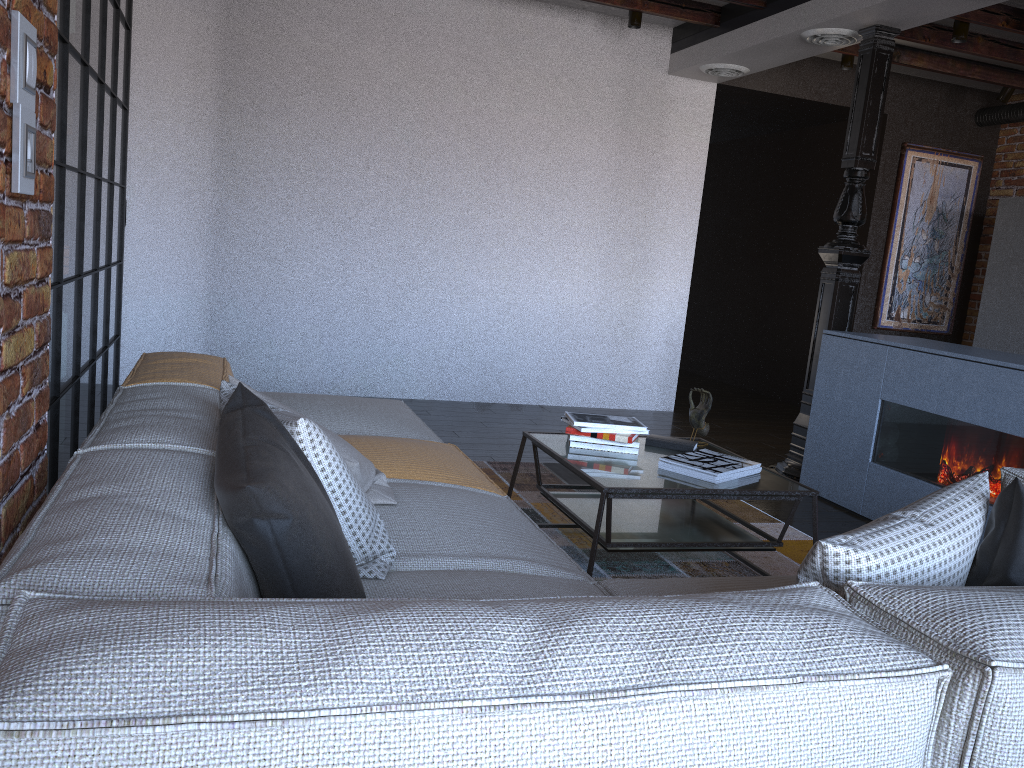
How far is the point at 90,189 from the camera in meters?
3.4

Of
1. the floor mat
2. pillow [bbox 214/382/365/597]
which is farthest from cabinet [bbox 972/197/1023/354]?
pillow [bbox 214/382/365/597]

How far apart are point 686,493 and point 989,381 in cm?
163

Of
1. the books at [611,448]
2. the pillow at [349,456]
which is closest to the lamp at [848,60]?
the books at [611,448]

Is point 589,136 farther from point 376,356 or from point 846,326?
point 846,326

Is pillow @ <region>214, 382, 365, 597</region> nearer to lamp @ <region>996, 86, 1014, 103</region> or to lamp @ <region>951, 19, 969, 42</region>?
lamp @ <region>951, 19, 969, 42</region>

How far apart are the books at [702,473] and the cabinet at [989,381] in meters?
1.2 m

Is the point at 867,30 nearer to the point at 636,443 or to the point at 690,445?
the point at 690,445

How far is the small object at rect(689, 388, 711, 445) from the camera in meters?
3.4

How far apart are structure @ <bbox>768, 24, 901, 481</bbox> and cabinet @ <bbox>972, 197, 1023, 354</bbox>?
2.1m
